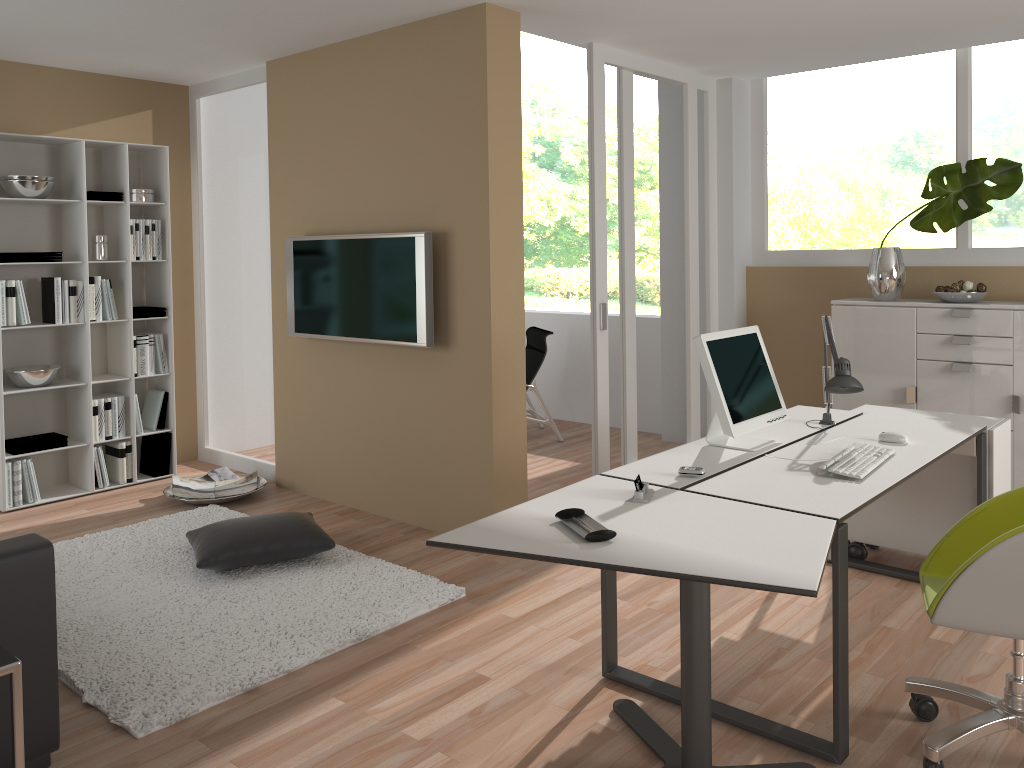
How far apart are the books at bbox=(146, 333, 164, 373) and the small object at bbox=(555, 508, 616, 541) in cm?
405

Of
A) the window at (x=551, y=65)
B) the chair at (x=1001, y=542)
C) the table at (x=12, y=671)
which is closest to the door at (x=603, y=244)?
the chair at (x=1001, y=542)

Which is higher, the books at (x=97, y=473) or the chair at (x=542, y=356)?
the chair at (x=542, y=356)

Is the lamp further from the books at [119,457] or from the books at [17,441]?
the books at [17,441]

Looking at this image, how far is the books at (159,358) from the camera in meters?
5.7 m

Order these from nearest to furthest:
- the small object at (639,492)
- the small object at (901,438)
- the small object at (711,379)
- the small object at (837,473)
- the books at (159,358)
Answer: the small object at (639,492) → the small object at (837,473) → the small object at (711,379) → the small object at (901,438) → the books at (159,358)

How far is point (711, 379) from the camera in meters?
3.2 m

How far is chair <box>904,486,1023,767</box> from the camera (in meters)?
2.33

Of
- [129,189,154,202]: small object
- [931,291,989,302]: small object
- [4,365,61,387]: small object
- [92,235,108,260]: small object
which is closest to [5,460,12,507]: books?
[4,365,61,387]: small object

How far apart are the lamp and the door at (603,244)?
1.6m
